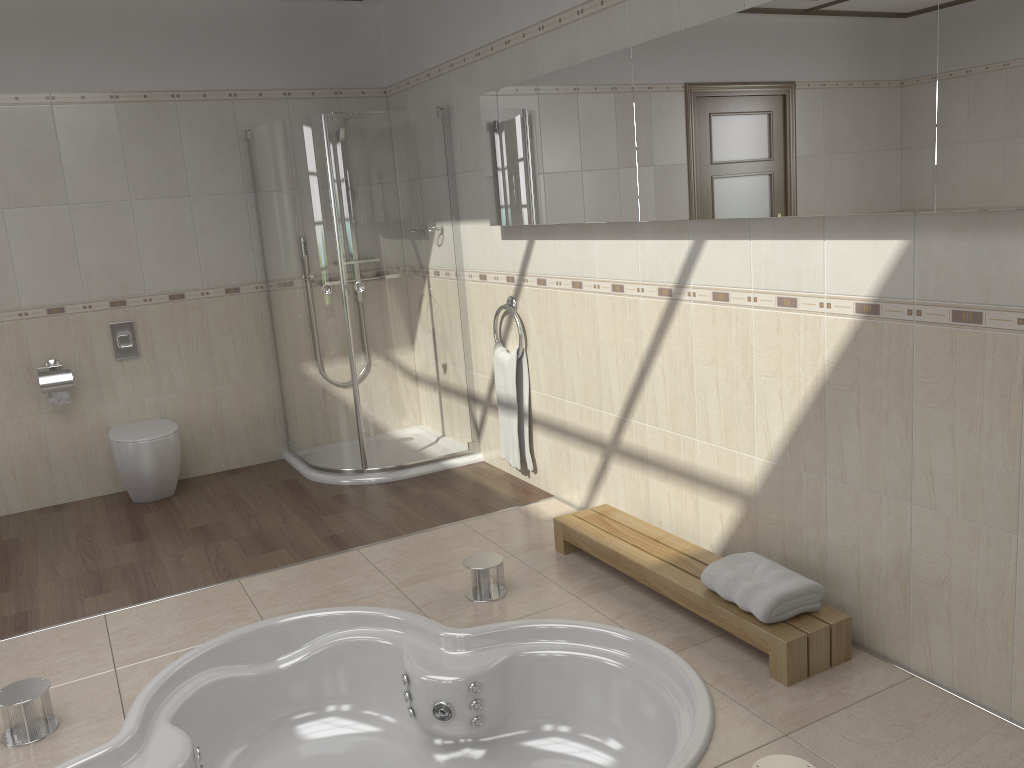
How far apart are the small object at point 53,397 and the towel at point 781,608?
3.5 meters

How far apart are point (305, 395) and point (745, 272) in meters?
2.7 m

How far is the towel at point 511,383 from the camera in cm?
432

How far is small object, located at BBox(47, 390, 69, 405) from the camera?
4.6 meters

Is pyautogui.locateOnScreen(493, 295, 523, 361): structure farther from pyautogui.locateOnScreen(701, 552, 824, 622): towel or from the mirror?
pyautogui.locateOnScreen(701, 552, 824, 622): towel

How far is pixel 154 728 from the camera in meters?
2.7

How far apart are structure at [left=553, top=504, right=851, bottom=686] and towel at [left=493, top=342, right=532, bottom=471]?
0.8 meters

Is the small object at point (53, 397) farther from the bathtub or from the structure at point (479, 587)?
the structure at point (479, 587)

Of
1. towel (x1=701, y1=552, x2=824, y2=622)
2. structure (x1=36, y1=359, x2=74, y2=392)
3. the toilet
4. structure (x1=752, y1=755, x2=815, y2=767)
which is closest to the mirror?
Answer: towel (x1=701, y1=552, x2=824, y2=622)

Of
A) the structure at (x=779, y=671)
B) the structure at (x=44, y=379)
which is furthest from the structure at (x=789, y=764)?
the structure at (x=44, y=379)
